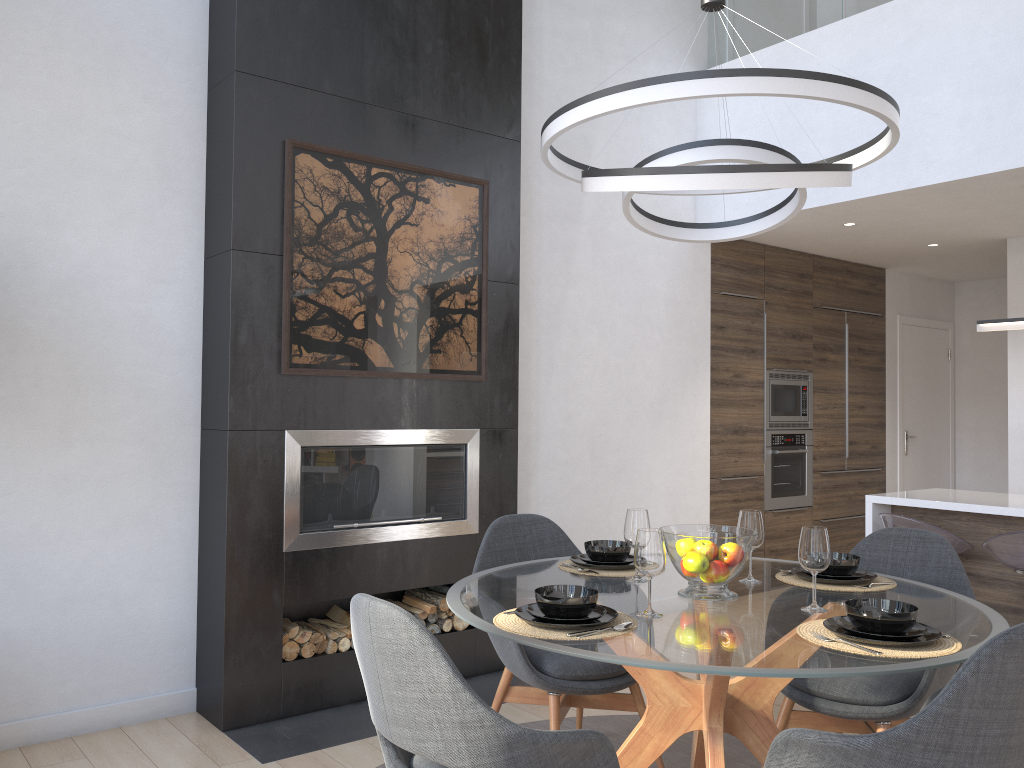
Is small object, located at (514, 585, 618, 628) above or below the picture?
below

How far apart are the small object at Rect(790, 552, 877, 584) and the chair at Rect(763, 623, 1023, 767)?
0.46m

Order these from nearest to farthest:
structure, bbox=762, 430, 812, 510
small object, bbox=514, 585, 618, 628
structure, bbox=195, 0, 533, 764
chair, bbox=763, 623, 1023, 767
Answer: chair, bbox=763, 623, 1023, 767 < small object, bbox=514, 585, 618, 628 < structure, bbox=195, 0, 533, 764 < structure, bbox=762, 430, 812, 510

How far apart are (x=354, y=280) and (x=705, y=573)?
2.15m

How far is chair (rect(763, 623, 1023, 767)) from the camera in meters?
1.7

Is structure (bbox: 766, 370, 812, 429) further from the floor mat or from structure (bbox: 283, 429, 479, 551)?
the floor mat

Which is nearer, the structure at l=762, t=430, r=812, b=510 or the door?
the structure at l=762, t=430, r=812, b=510

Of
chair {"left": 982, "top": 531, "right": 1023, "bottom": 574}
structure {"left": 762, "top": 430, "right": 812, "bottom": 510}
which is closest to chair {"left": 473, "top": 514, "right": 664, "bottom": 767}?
chair {"left": 982, "top": 531, "right": 1023, "bottom": 574}

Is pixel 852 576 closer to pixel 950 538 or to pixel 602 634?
pixel 602 634

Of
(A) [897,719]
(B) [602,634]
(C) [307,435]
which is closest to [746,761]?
(A) [897,719]
